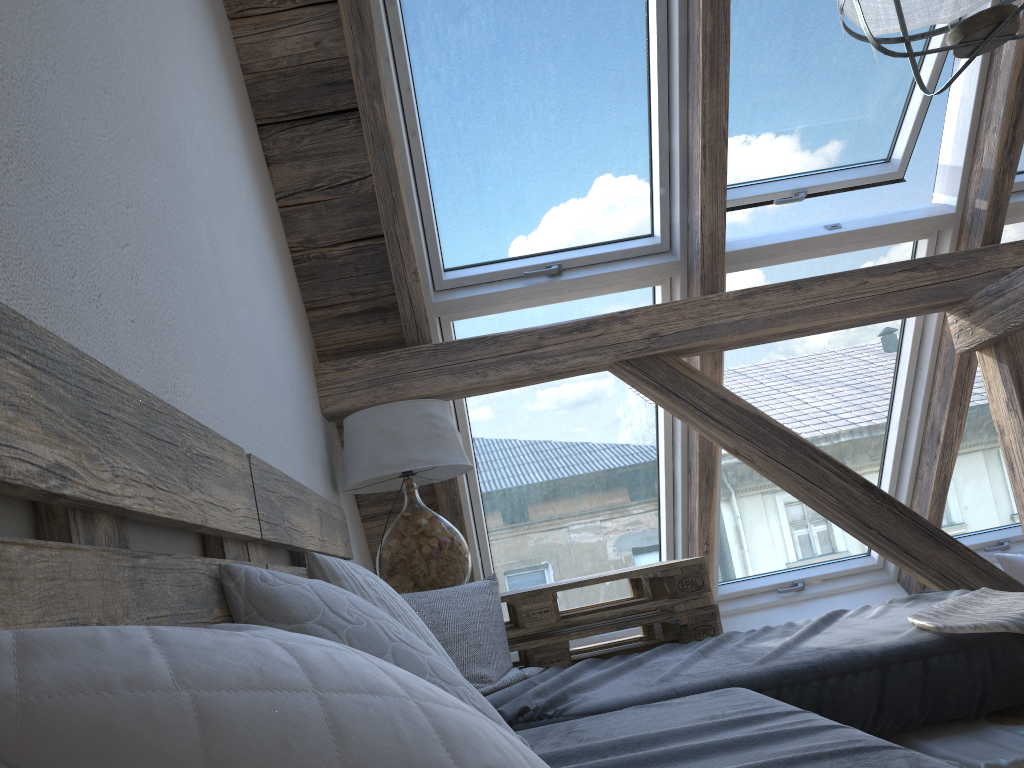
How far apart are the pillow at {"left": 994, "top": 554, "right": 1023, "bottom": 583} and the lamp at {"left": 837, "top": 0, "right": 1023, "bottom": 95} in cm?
255

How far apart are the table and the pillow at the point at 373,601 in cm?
5

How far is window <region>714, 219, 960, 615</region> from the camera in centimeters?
304cm

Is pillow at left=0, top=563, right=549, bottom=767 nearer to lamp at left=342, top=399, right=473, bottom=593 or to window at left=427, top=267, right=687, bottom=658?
lamp at left=342, top=399, right=473, bottom=593

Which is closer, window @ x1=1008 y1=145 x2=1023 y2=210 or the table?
the table

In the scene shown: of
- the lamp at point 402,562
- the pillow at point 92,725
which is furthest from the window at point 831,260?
the pillow at point 92,725

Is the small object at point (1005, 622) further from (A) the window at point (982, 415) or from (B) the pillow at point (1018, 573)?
(B) the pillow at point (1018, 573)

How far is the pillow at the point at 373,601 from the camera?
1.6 meters

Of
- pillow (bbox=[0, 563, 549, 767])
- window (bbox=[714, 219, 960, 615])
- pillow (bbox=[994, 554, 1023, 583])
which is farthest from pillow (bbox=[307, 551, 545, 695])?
pillow (bbox=[994, 554, 1023, 583])

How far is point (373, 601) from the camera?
1.61m
